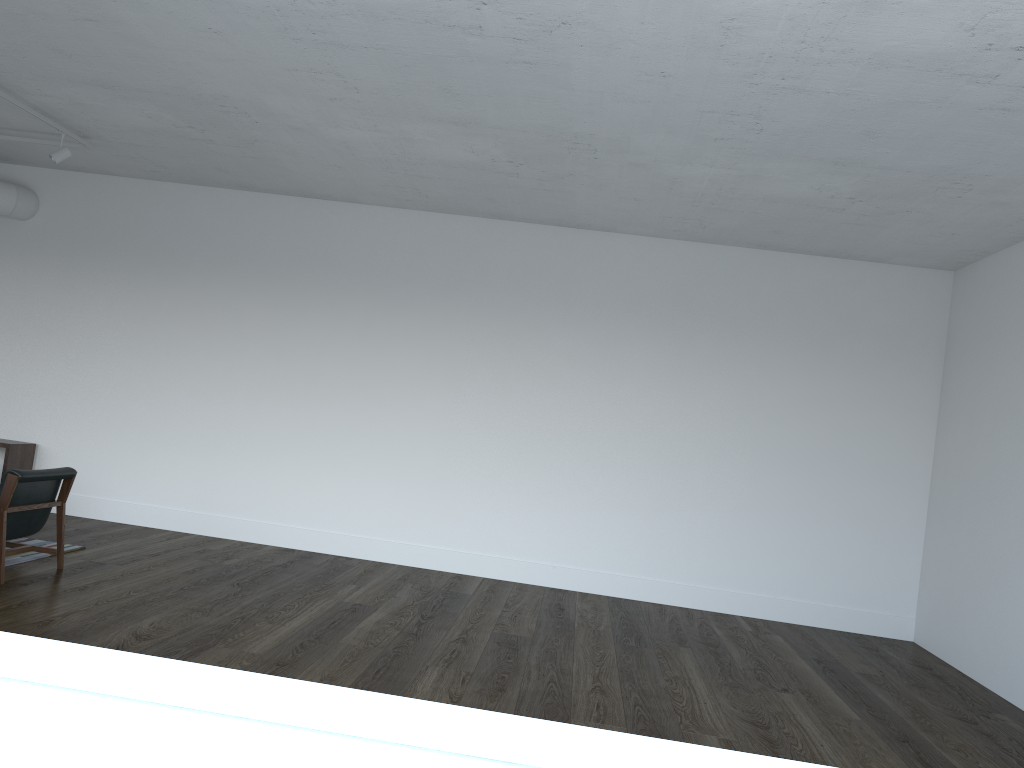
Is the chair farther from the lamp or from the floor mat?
the lamp

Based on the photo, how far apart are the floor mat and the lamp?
2.9 meters

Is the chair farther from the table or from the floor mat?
the table

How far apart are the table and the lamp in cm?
270

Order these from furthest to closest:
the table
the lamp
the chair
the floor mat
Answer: the table < the lamp < the floor mat < the chair

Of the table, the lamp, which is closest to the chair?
the table

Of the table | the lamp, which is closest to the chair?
the table

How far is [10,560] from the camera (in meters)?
6.04

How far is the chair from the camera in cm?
545

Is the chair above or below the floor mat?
above
